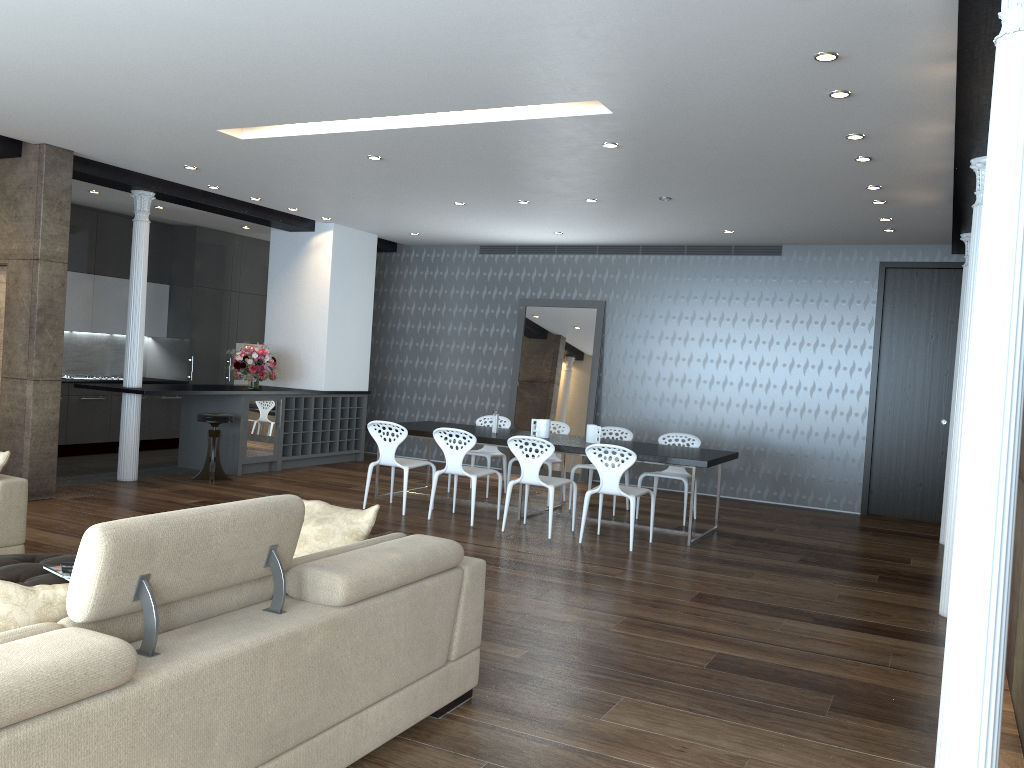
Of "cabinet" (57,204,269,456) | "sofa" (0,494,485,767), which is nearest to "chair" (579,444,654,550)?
"sofa" (0,494,485,767)

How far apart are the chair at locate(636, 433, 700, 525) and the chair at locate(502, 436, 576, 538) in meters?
1.3 m

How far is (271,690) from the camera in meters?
2.6

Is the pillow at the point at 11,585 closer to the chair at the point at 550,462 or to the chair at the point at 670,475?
the chair at the point at 670,475

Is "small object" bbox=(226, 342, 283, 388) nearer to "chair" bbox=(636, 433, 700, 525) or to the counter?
the counter

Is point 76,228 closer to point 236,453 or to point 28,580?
point 236,453

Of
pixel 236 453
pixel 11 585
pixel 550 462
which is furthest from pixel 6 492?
pixel 550 462

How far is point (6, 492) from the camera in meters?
4.9

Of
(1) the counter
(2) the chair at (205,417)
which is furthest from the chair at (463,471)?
(1) the counter

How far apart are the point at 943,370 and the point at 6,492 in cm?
885
